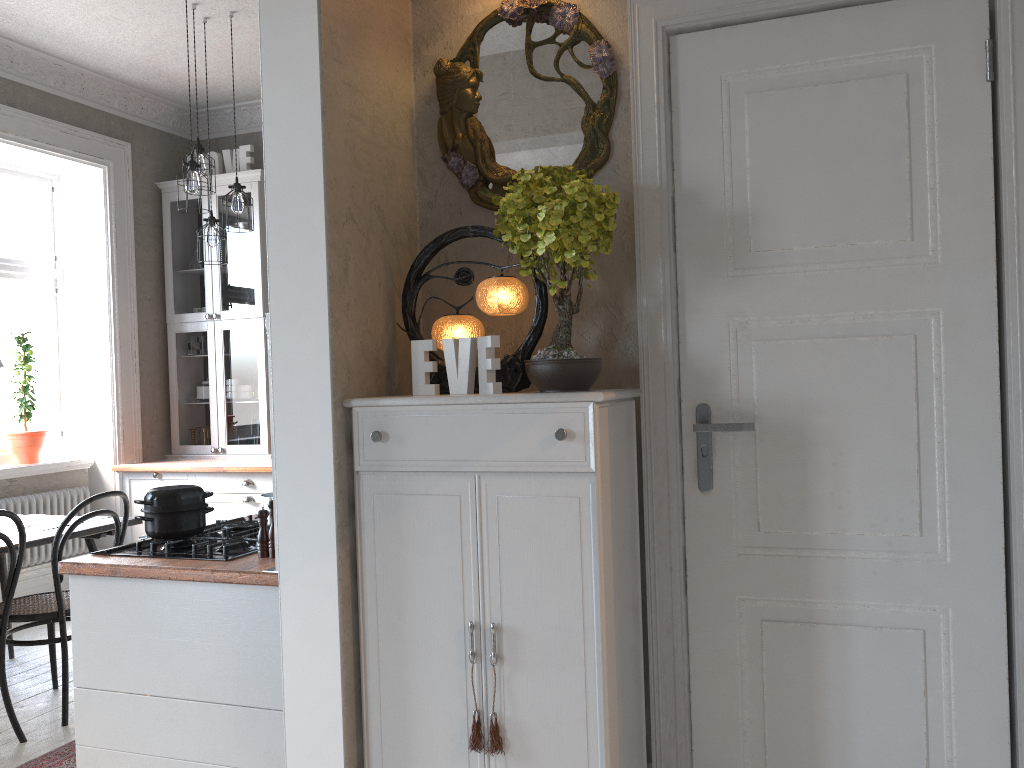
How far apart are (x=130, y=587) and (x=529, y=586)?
1.19m

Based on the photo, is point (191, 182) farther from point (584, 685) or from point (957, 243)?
point (957, 243)

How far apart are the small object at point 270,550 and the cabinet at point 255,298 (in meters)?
3.51

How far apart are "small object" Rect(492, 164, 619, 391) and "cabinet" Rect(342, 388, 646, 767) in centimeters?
7cm

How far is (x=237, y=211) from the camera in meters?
4.7 m

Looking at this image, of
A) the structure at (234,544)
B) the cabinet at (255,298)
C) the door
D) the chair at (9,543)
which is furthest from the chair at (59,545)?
the door

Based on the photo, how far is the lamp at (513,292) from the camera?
2.3m

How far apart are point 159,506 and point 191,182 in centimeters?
230cm

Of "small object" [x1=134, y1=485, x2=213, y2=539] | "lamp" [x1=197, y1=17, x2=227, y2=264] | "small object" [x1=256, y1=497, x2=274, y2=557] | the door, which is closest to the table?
"small object" [x1=134, y1=485, x2=213, y2=539]

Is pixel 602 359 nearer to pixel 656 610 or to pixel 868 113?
pixel 656 610
